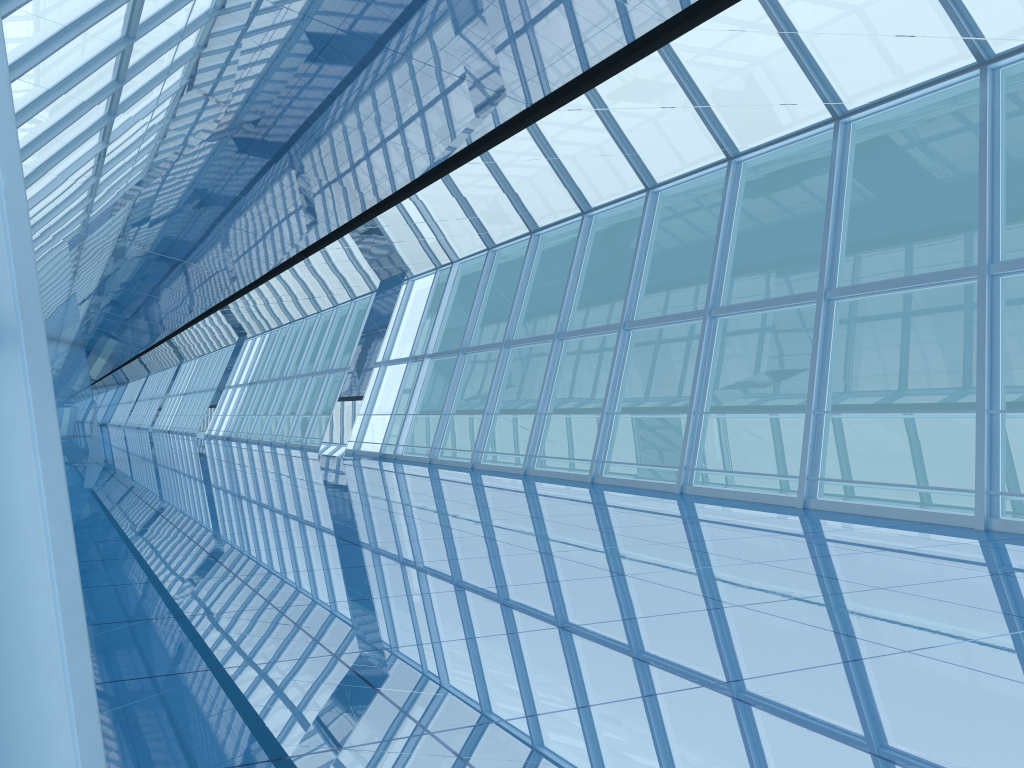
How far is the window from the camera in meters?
0.9 m

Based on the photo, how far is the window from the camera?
0.9m
